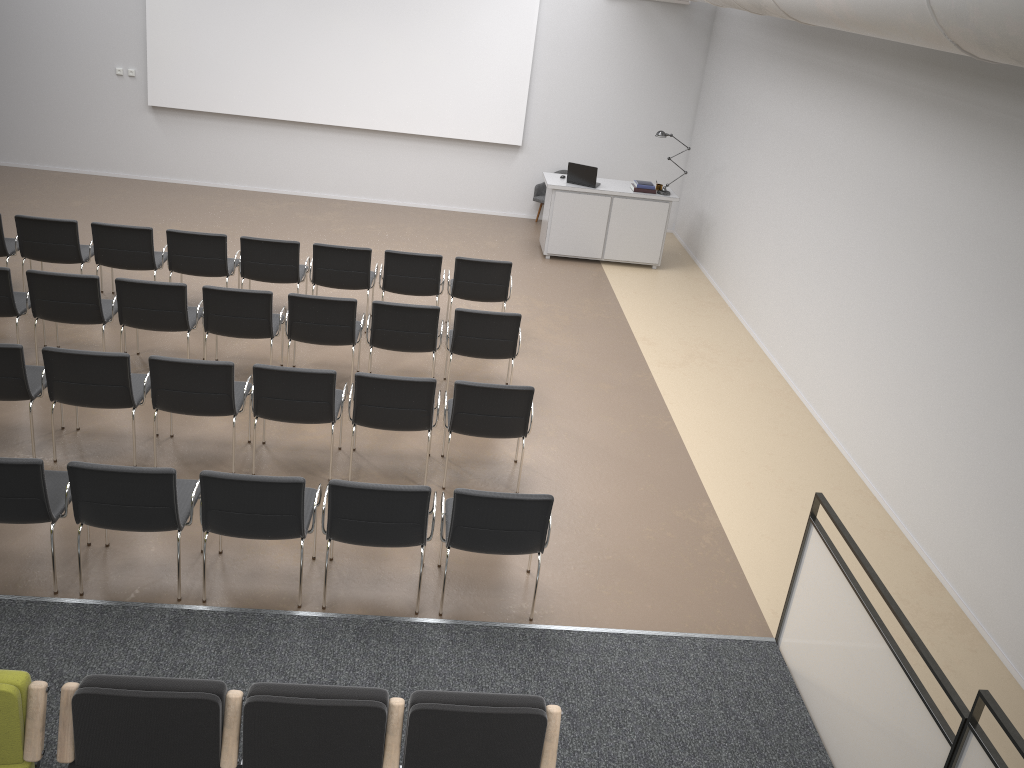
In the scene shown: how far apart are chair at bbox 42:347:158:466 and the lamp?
7.0m

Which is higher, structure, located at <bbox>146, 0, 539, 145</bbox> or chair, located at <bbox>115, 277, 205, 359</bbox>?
structure, located at <bbox>146, 0, 539, 145</bbox>

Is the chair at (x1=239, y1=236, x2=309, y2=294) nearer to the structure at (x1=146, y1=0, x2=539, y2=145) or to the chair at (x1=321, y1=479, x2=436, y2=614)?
the chair at (x1=321, y1=479, x2=436, y2=614)

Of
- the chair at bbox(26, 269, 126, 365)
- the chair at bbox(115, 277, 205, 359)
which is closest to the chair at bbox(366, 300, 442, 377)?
the chair at bbox(115, 277, 205, 359)

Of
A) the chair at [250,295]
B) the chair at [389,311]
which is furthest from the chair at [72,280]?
the chair at [389,311]

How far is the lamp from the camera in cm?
1100

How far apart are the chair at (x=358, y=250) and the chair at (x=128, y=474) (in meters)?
3.42

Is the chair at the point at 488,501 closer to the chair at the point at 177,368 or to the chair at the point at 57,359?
the chair at the point at 177,368

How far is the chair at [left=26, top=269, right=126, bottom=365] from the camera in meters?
6.9

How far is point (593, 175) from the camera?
10.96m
